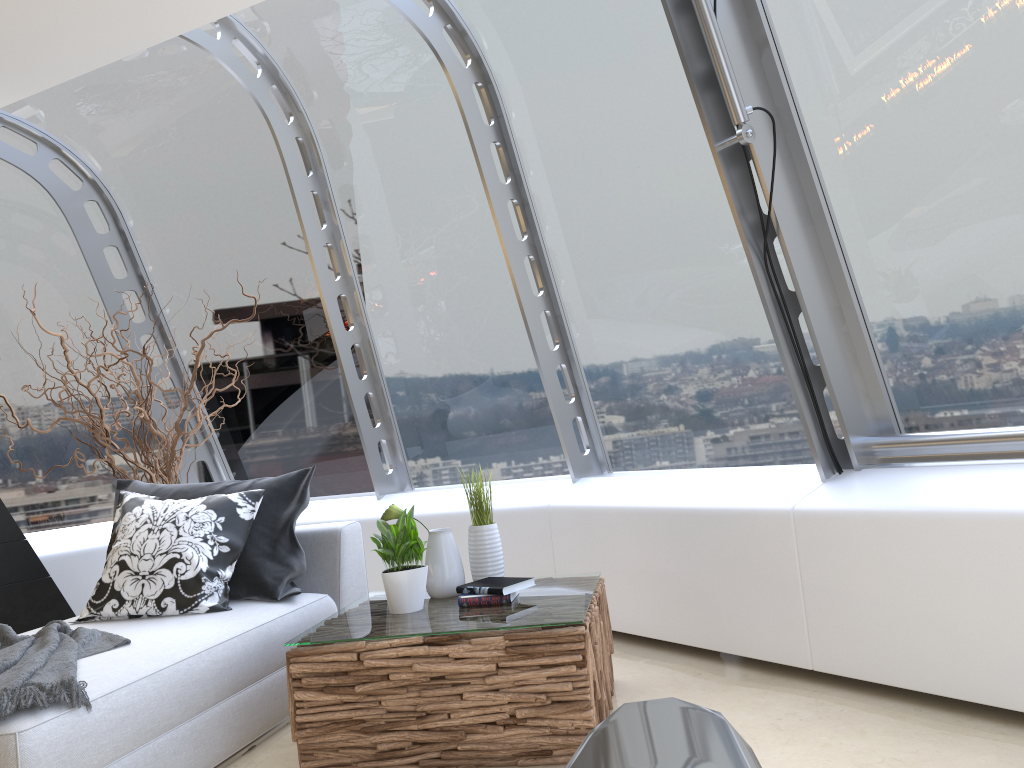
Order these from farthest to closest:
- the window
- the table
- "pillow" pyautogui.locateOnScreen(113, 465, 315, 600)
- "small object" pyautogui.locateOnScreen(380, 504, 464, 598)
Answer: "pillow" pyautogui.locateOnScreen(113, 465, 315, 600)
"small object" pyautogui.locateOnScreen(380, 504, 464, 598)
the window
the table

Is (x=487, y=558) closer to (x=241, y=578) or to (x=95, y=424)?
Result: (x=241, y=578)

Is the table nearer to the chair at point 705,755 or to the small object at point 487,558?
the small object at point 487,558

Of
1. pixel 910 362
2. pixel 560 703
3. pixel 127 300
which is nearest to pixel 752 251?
pixel 910 362

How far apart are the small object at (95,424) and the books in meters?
2.2 m

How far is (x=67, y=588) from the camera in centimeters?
493cm

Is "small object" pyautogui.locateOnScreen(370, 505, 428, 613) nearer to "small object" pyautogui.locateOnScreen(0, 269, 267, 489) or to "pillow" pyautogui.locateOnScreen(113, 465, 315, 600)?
"pillow" pyautogui.locateOnScreen(113, 465, 315, 600)

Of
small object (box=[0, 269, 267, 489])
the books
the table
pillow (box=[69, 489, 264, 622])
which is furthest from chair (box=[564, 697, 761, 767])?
small object (box=[0, 269, 267, 489])

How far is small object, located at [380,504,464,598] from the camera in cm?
331

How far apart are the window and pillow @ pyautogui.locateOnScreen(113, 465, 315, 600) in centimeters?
112cm
